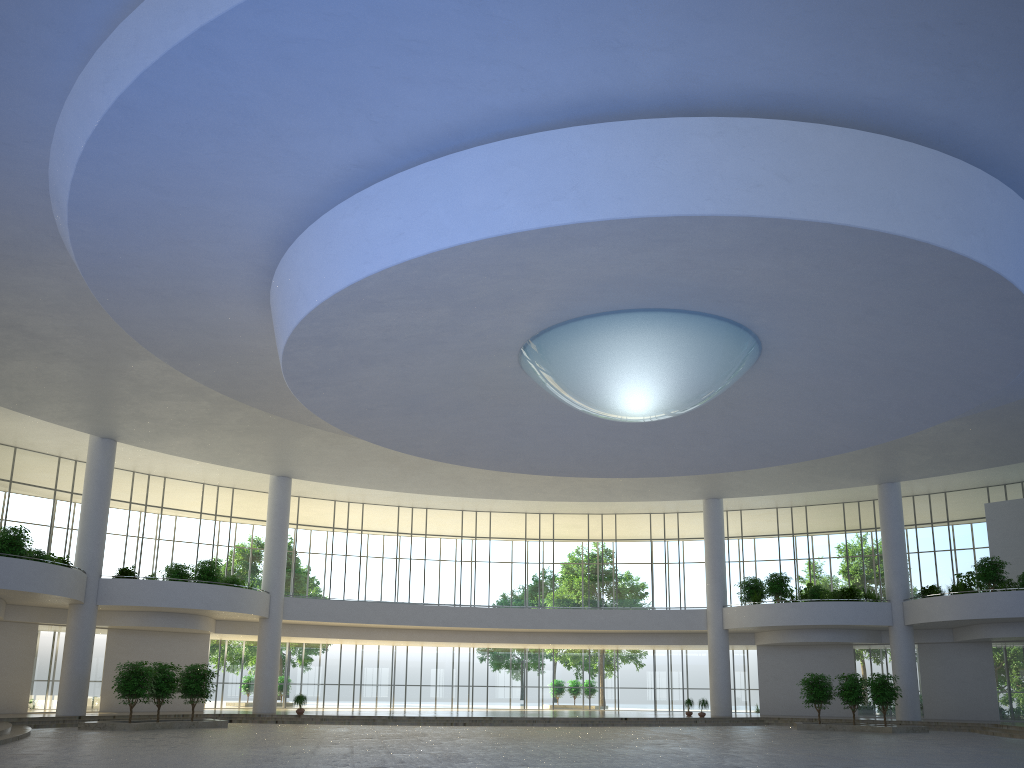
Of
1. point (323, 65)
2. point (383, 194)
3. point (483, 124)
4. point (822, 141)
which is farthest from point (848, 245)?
point (323, 65)
